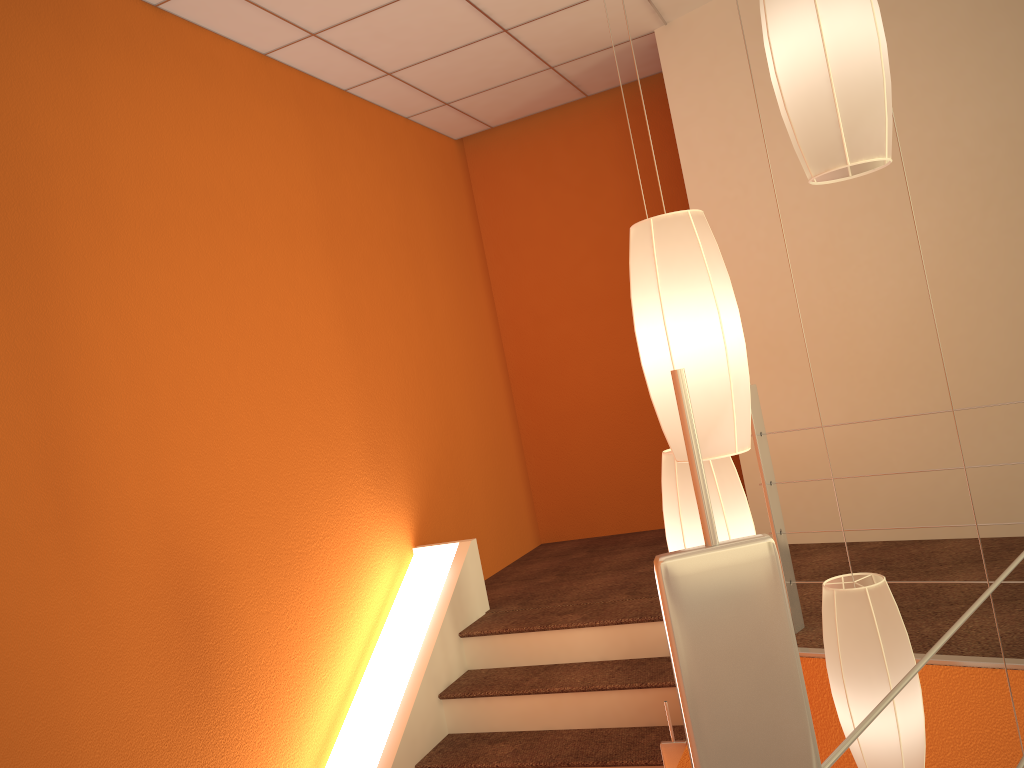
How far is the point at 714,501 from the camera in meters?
Result: 1.9 m

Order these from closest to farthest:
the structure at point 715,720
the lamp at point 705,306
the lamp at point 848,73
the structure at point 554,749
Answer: the structure at point 715,720 < the lamp at point 848,73 < the lamp at point 705,306 < the structure at point 554,749

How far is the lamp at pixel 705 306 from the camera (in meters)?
1.58

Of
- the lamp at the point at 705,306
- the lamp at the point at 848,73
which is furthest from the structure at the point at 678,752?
the lamp at the point at 848,73

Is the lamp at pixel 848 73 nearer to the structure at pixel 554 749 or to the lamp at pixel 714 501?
the lamp at pixel 714 501

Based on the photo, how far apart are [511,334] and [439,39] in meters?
2.0 m

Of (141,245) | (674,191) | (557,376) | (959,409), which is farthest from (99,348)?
(674,191)

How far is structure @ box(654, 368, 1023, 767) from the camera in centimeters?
49cm

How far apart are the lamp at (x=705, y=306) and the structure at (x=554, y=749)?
1.6 meters

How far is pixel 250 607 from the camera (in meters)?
2.99
